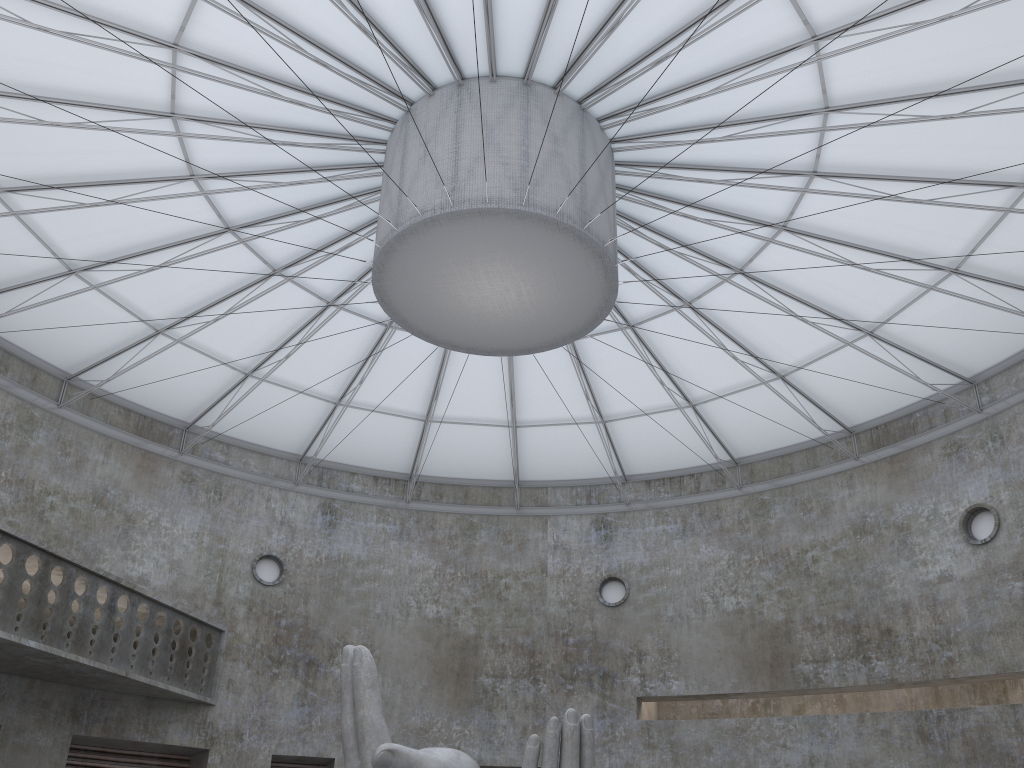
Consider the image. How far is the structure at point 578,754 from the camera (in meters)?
17.48

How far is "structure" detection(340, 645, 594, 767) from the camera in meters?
17.5

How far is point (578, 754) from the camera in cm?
1748
